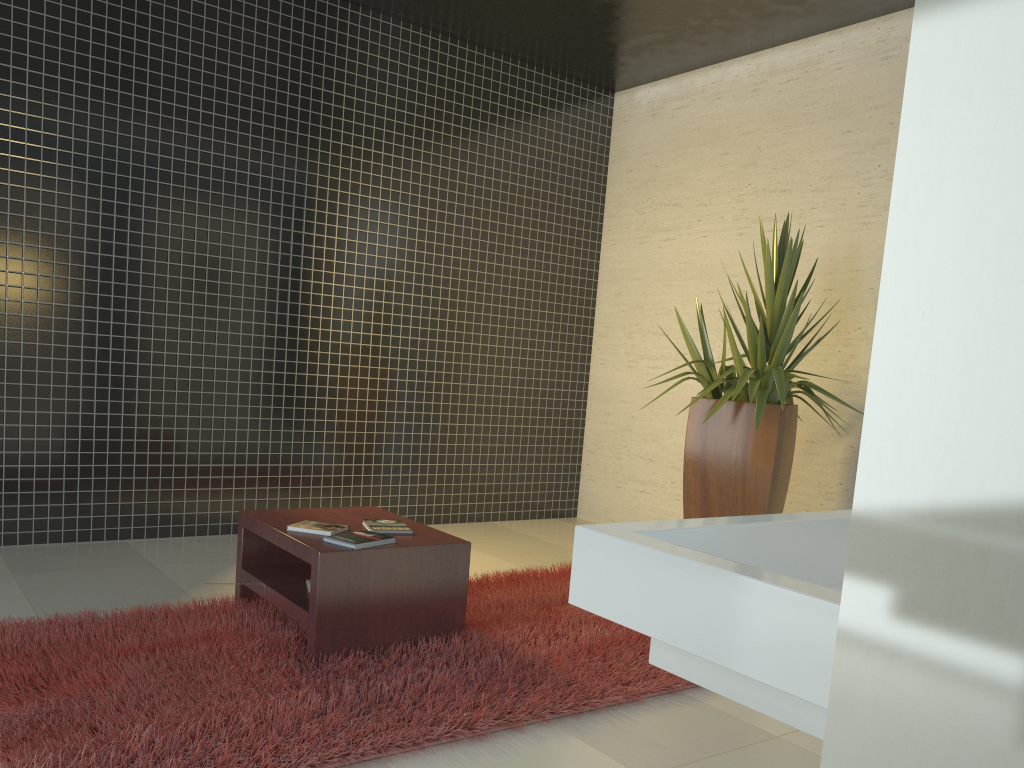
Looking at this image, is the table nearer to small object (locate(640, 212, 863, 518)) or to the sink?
small object (locate(640, 212, 863, 518))

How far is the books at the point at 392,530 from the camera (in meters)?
3.57

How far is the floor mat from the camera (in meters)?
2.47

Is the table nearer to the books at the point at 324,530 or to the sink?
the books at the point at 324,530

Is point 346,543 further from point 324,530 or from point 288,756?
point 288,756

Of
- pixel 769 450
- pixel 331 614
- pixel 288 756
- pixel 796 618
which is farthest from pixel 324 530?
pixel 796 618

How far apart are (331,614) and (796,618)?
2.5 meters

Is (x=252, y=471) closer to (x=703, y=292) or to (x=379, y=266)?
(x=379, y=266)

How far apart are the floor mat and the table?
0.04m

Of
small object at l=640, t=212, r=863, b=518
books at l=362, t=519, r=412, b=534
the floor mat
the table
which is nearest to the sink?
the floor mat
